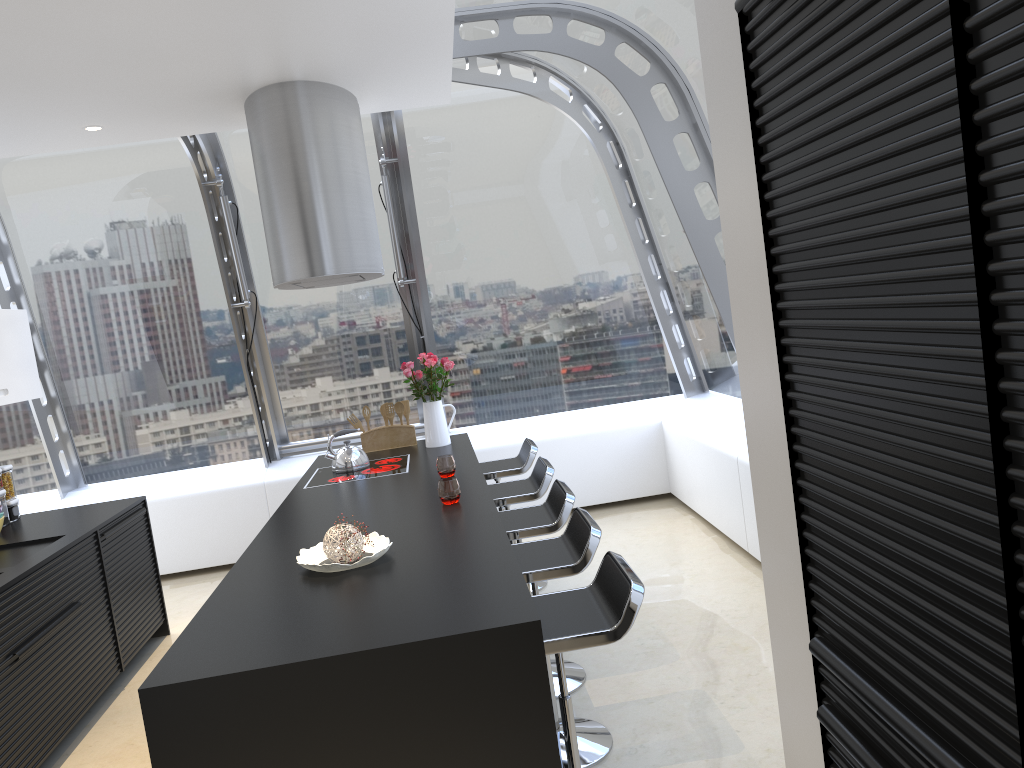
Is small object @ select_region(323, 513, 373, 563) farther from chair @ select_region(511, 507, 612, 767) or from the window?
the window

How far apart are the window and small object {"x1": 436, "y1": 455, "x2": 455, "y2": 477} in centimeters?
178cm

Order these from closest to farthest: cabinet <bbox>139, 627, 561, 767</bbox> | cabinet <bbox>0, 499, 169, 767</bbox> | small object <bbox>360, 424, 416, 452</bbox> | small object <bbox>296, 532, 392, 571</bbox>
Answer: cabinet <bbox>139, 627, 561, 767</bbox> < small object <bbox>296, 532, 392, 571</bbox> < cabinet <bbox>0, 499, 169, 767</bbox> < small object <bbox>360, 424, 416, 452</bbox>

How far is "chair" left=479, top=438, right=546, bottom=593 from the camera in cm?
506

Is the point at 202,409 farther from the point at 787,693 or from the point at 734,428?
the point at 787,693

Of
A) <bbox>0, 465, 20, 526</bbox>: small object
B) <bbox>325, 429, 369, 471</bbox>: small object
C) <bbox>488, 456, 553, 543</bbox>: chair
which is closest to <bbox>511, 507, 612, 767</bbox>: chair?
<bbox>488, 456, 553, 543</bbox>: chair

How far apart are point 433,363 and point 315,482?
1.1m

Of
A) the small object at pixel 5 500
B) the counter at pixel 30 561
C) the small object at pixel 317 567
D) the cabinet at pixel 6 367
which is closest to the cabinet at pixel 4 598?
the counter at pixel 30 561

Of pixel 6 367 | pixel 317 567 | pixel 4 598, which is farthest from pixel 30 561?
pixel 317 567

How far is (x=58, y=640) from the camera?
3.90m
